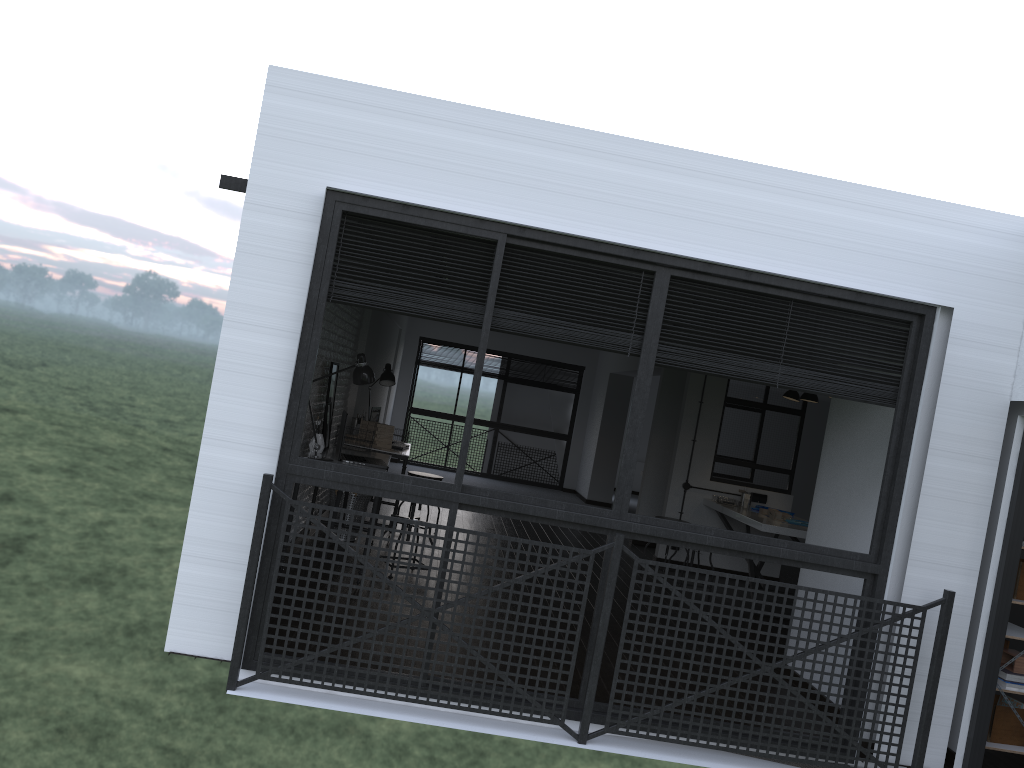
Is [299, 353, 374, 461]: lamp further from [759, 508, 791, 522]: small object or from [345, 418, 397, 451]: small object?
[759, 508, 791, 522]: small object

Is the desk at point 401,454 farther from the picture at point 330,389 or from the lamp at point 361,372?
the lamp at point 361,372

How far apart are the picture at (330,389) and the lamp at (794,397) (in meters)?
4.15

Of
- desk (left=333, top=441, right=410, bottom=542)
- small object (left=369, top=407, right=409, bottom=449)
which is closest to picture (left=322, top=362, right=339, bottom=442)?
desk (left=333, top=441, right=410, bottom=542)

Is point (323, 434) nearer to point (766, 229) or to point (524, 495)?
point (524, 495)

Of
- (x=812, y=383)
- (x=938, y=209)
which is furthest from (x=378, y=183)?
(x=938, y=209)

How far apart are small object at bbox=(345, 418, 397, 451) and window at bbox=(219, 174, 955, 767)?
3.4m

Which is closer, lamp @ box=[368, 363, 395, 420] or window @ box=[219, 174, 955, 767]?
window @ box=[219, 174, 955, 767]

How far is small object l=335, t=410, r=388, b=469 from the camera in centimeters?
569cm

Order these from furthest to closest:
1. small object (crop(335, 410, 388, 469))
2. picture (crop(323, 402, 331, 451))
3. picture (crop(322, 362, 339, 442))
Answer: picture (crop(322, 362, 339, 442)), picture (crop(323, 402, 331, 451)), small object (crop(335, 410, 388, 469))
